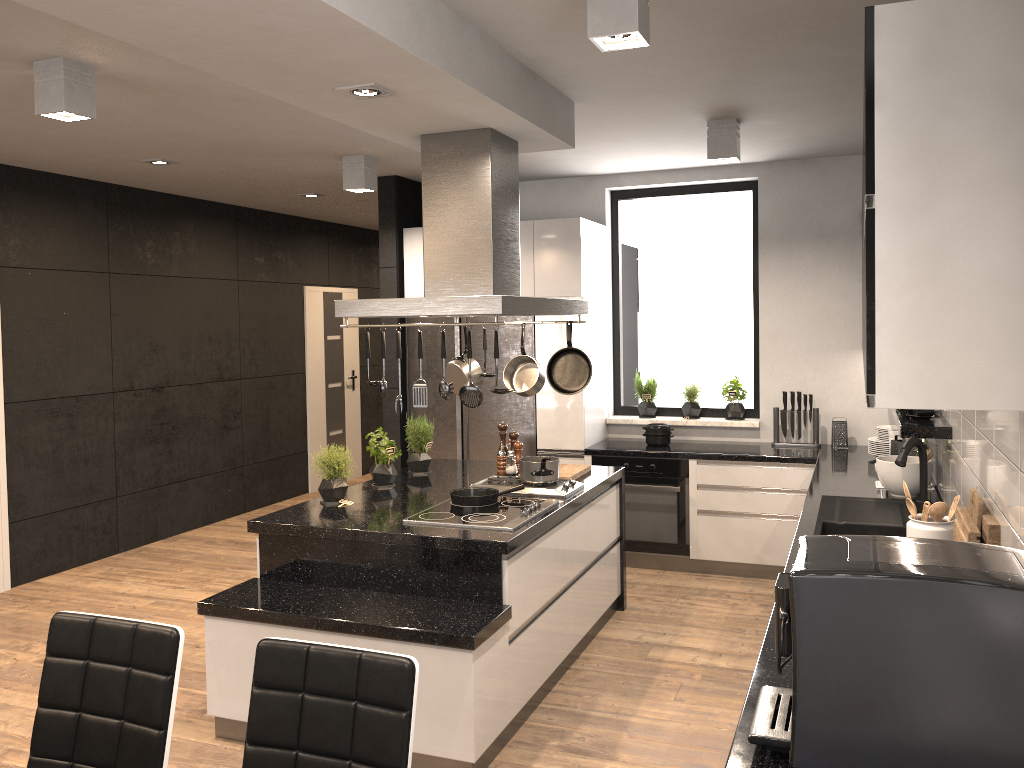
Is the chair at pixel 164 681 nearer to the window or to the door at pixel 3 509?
the door at pixel 3 509

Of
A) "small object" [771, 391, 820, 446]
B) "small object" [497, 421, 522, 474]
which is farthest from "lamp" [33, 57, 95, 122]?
"small object" [771, 391, 820, 446]

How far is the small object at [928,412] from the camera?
3.96m

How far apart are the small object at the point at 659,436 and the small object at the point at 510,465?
1.4 meters

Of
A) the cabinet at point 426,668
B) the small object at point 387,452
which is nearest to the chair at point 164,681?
the cabinet at point 426,668

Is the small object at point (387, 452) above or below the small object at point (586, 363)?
below

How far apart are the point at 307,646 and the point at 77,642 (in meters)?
0.68

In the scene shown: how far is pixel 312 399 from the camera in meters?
8.9

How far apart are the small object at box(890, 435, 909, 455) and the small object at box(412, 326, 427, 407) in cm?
283

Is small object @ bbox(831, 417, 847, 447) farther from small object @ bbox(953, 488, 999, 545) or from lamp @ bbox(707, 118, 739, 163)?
small object @ bbox(953, 488, 999, 545)
